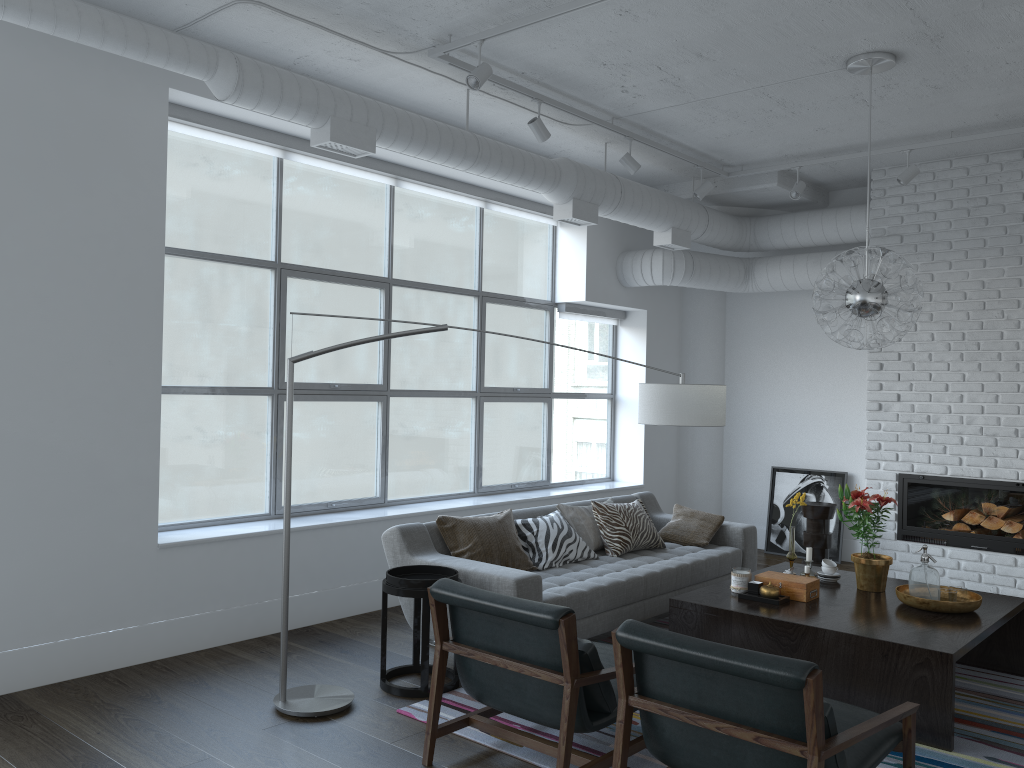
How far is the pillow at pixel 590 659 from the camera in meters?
3.1

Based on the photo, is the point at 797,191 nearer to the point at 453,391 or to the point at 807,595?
the point at 453,391

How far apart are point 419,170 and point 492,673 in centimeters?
391cm

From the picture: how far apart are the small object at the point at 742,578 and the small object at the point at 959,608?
0.7 meters

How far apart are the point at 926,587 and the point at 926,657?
0.8m

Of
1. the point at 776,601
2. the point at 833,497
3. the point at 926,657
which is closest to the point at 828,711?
the point at 926,657

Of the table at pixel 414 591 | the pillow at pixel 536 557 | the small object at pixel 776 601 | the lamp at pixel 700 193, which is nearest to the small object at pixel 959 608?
the small object at pixel 776 601

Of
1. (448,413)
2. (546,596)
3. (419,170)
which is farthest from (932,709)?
(448,413)

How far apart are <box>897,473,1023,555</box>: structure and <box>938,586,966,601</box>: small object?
2.33m

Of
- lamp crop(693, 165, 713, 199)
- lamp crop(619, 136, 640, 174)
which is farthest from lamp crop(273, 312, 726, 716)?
lamp crop(693, 165, 713, 199)
